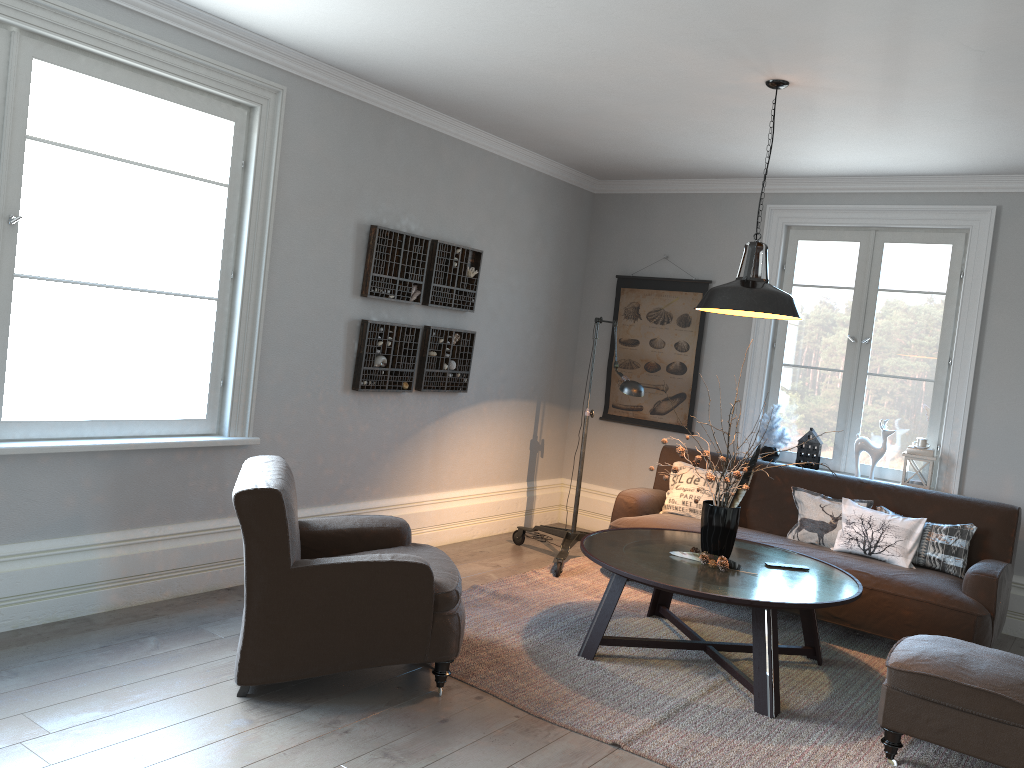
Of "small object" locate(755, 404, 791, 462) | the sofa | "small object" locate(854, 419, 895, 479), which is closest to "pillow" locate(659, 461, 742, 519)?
the sofa

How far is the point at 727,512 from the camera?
4.1m

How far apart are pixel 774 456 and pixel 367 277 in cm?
300

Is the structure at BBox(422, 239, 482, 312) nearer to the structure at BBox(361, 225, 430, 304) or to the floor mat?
the structure at BBox(361, 225, 430, 304)

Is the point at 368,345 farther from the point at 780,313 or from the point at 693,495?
the point at 780,313

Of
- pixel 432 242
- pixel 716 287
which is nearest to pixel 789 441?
pixel 716 287

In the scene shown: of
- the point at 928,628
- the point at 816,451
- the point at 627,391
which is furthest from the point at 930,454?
the point at 627,391

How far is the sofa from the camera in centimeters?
437cm

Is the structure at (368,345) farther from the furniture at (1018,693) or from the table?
the furniture at (1018,693)

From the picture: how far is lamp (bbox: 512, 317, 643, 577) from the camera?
5.1 meters
